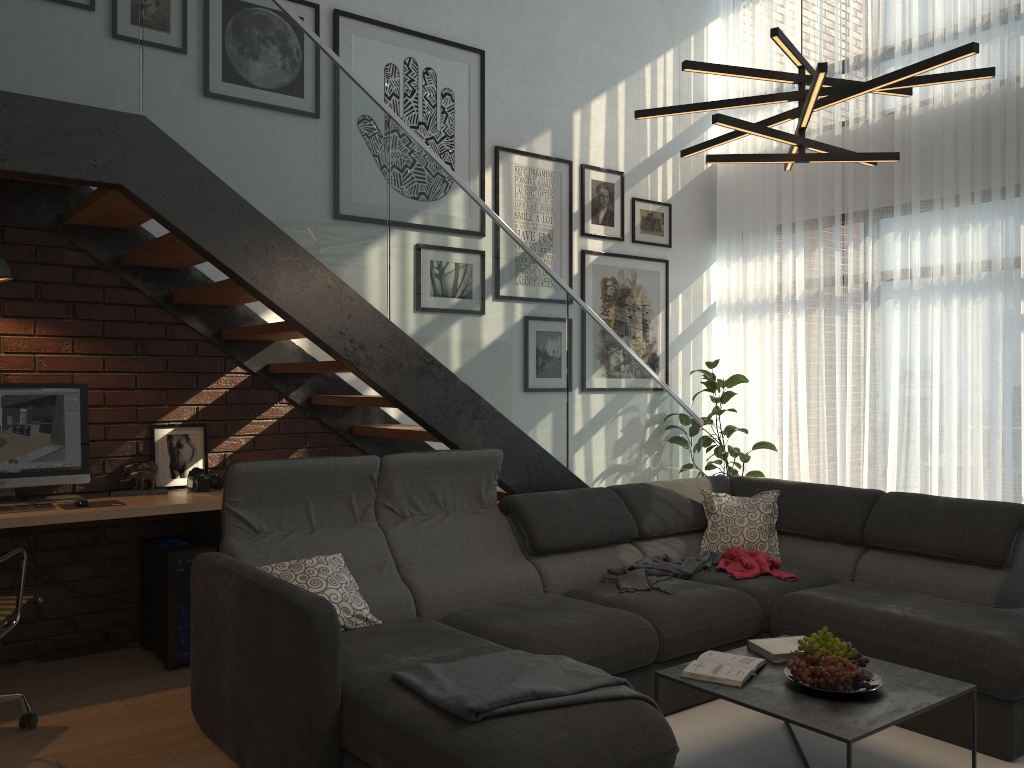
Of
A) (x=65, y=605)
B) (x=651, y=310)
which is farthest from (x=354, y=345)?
(x=651, y=310)

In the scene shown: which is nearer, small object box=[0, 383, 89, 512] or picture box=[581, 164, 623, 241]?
small object box=[0, 383, 89, 512]

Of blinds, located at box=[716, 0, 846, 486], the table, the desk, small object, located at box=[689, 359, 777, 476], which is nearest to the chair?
the desk

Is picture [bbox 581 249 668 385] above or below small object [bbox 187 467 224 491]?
above

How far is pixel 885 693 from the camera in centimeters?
269cm

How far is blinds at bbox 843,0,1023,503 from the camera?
5.3m

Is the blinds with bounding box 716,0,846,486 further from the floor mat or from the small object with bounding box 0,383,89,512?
the small object with bounding box 0,383,89,512

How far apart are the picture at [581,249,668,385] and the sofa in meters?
1.7 m

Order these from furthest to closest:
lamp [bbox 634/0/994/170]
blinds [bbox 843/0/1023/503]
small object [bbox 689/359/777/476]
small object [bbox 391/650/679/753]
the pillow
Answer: small object [bbox 689/359/777/476], blinds [bbox 843/0/1023/503], the pillow, lamp [bbox 634/0/994/170], small object [bbox 391/650/679/753]

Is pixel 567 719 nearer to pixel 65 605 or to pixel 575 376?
pixel 575 376
